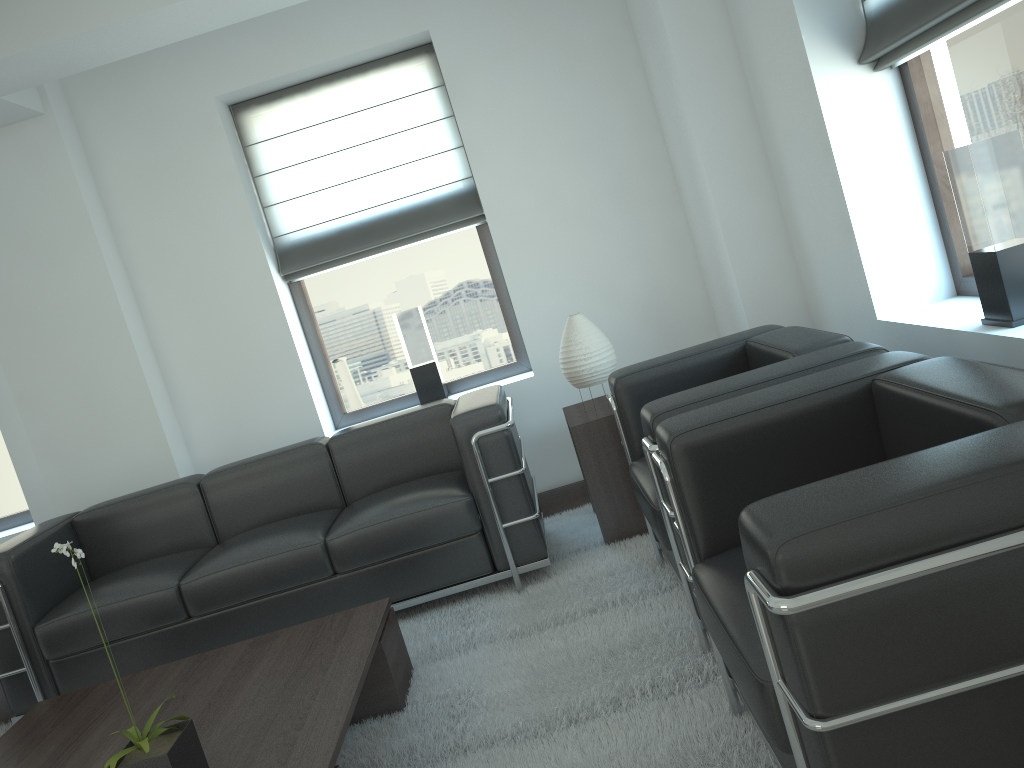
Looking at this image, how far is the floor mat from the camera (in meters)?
3.44

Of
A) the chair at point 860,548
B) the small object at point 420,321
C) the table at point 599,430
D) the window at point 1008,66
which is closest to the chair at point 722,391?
the chair at point 860,548

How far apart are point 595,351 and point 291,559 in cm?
226

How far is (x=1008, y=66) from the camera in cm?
383

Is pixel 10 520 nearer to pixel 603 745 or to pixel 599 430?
pixel 599 430

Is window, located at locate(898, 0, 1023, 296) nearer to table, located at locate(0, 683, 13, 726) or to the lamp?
the lamp

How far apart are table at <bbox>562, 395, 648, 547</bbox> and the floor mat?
0.1m

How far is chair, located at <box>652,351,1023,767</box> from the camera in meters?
1.9

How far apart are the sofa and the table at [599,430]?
0.4 meters

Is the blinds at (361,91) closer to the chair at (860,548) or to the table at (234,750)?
the table at (234,750)
